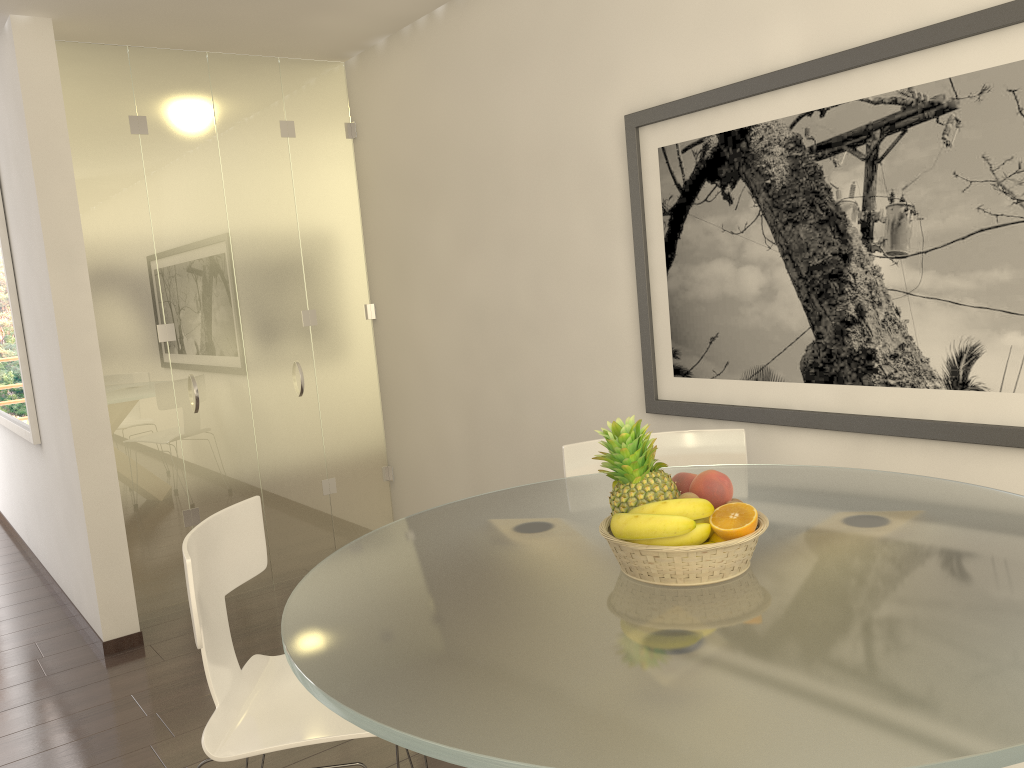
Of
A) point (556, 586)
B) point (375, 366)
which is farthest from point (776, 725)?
point (375, 366)

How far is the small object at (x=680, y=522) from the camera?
1.7m

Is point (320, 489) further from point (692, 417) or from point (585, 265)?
point (692, 417)

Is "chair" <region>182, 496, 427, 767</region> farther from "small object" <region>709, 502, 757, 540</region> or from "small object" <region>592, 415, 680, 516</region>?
"small object" <region>709, 502, 757, 540</region>

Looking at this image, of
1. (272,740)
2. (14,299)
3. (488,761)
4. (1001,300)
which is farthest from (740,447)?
(14,299)

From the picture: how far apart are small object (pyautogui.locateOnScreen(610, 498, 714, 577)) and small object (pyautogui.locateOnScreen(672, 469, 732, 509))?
0.1m

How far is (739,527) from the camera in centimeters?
177cm

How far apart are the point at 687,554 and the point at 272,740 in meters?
1.1 m

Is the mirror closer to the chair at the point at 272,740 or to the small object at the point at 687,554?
the chair at the point at 272,740

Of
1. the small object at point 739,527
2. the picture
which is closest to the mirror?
the picture
